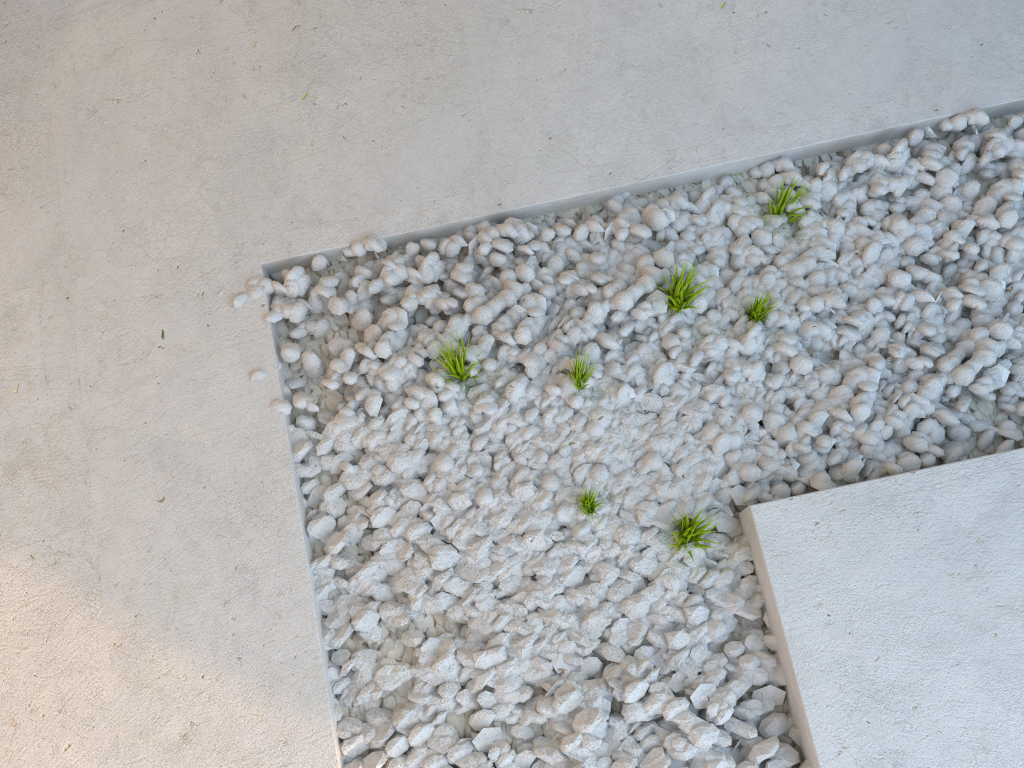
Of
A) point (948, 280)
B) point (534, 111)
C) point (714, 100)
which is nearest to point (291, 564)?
point (534, 111)
